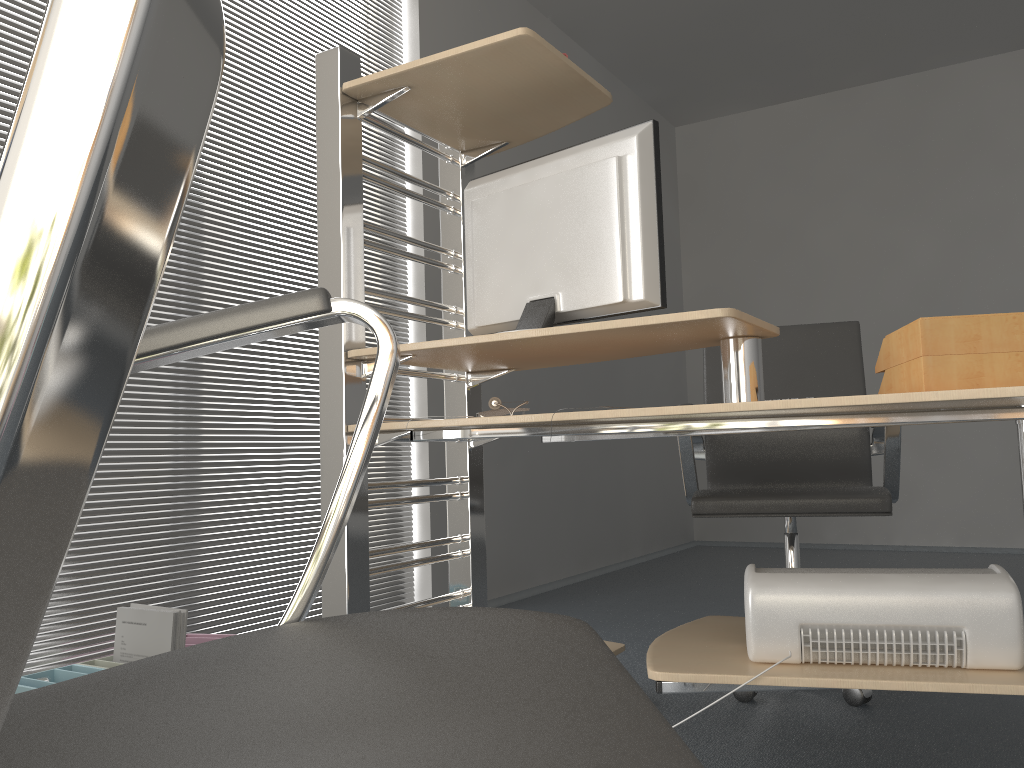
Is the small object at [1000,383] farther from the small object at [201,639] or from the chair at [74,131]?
the small object at [201,639]

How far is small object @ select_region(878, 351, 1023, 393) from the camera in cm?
133

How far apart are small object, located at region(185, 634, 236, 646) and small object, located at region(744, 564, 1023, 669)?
1.5m

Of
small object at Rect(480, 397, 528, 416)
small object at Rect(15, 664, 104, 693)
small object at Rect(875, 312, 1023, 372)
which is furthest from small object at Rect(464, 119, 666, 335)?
small object at Rect(15, 664, 104, 693)

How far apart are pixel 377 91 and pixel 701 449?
1.52m

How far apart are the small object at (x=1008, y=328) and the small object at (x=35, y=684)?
1.84m

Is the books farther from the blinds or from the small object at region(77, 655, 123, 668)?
the blinds

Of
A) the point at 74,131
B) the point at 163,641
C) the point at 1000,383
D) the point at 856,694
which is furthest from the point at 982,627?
the point at 163,641

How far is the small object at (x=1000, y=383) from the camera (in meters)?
1.33

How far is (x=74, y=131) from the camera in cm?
14
